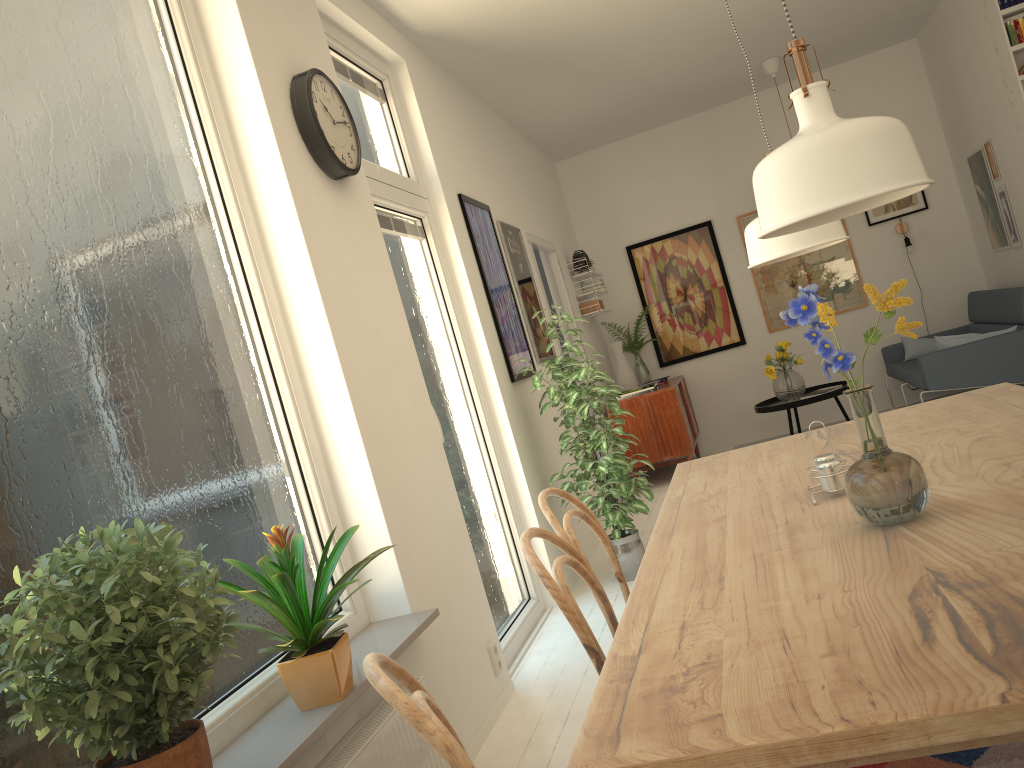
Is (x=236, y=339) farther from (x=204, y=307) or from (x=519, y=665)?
(x=519, y=665)

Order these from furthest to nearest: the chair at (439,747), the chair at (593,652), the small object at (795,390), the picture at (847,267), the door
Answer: the picture at (847,267), the small object at (795,390), the door, the chair at (593,652), the chair at (439,747)

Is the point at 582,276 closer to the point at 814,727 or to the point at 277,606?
the point at 277,606

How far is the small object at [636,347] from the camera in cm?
776

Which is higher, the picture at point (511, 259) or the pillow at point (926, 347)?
the picture at point (511, 259)

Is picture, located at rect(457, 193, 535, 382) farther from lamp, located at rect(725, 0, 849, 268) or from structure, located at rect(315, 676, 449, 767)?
lamp, located at rect(725, 0, 849, 268)

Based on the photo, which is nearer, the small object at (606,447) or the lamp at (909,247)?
the small object at (606,447)

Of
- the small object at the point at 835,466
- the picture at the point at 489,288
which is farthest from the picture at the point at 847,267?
the small object at the point at 835,466

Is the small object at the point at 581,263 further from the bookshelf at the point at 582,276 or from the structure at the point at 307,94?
the structure at the point at 307,94

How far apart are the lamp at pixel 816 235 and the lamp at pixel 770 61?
5.1m
